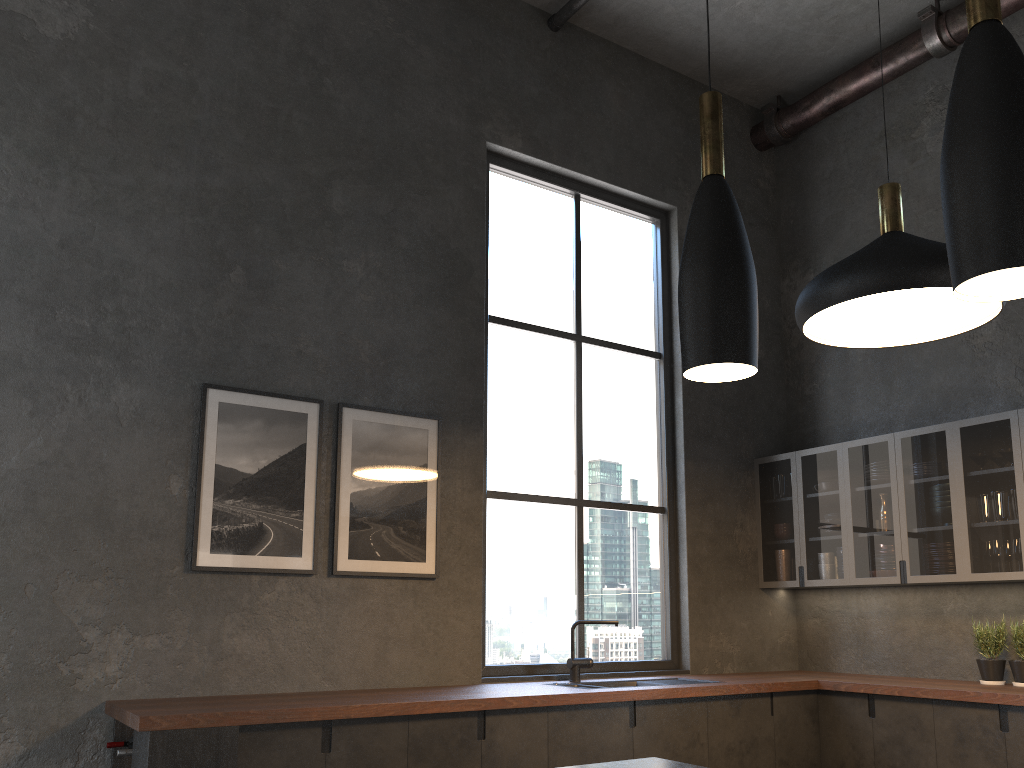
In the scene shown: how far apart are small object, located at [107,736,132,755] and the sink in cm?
211

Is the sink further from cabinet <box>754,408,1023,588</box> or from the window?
cabinet <box>754,408,1023,588</box>

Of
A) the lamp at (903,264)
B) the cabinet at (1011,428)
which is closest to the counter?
the cabinet at (1011,428)

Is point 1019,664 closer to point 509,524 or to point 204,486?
point 509,524

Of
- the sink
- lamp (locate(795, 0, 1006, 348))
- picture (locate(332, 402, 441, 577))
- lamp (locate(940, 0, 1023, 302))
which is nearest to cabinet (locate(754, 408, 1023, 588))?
the sink

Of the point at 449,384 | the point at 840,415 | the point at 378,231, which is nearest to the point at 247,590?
the point at 449,384

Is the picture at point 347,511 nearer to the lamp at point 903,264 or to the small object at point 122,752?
the small object at point 122,752

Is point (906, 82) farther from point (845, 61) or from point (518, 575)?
point (518, 575)

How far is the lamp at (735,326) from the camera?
1.8 meters

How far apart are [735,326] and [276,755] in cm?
243
